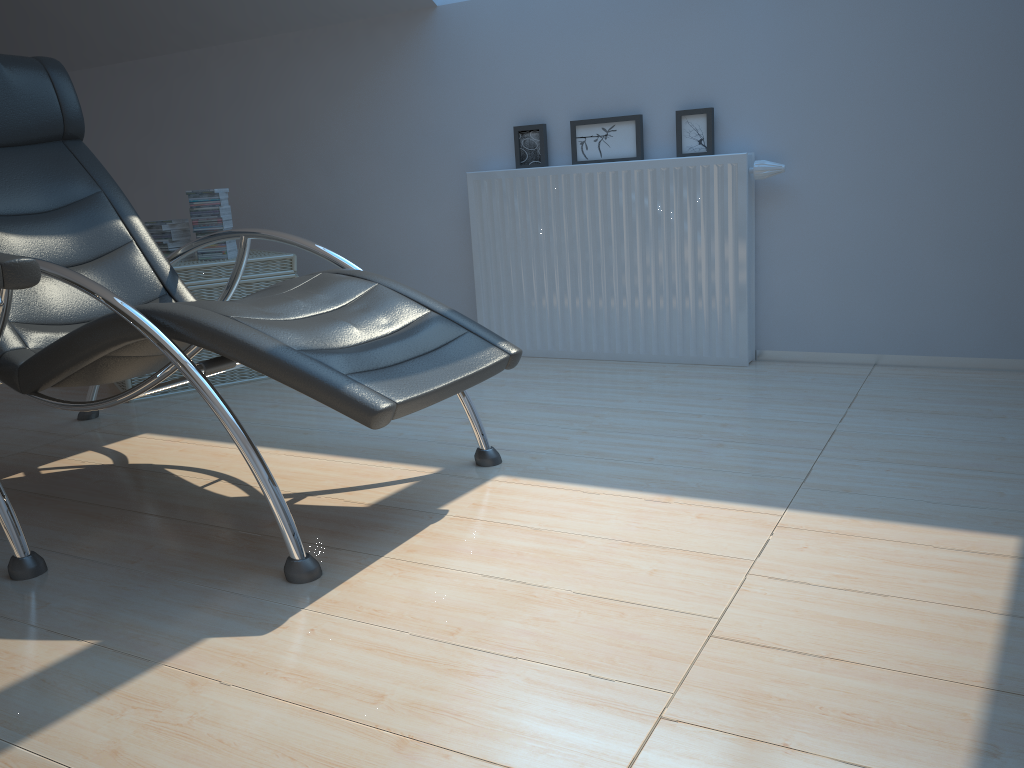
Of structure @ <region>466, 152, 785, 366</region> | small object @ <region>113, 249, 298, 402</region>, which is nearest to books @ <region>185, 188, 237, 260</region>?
small object @ <region>113, 249, 298, 402</region>

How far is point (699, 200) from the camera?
3.3m

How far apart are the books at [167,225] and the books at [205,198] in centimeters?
11cm

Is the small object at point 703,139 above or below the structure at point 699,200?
above

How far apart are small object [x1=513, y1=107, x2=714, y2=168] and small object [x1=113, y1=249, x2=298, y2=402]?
1.0 meters

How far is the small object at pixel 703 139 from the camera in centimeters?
337cm

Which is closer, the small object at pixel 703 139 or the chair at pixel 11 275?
A: the chair at pixel 11 275

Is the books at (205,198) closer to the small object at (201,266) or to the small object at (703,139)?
the small object at (201,266)

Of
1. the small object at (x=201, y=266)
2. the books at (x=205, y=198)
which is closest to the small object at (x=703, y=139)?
the small object at (x=201, y=266)

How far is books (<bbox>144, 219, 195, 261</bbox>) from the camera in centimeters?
375cm
